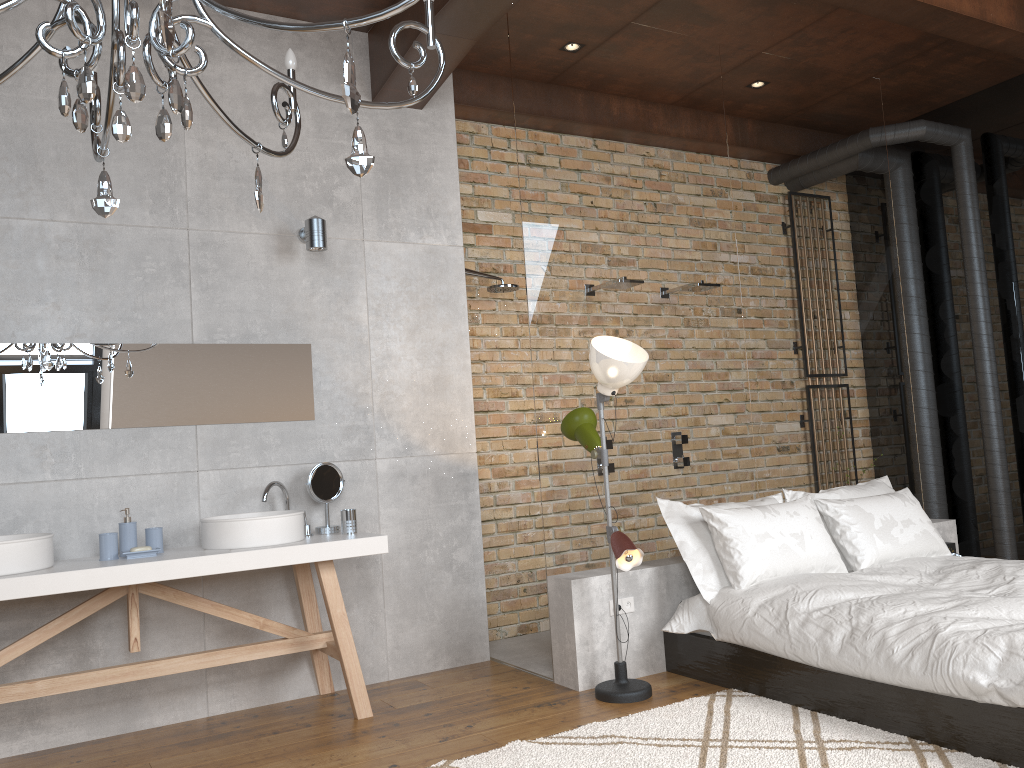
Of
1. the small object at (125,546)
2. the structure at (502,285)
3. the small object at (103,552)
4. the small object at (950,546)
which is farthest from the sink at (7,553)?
the small object at (950,546)

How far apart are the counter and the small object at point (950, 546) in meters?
3.4 m

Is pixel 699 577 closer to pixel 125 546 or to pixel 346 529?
pixel 346 529

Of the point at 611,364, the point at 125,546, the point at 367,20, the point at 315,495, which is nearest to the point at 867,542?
the point at 611,364

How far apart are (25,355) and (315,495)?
1.38m

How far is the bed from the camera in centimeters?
287cm

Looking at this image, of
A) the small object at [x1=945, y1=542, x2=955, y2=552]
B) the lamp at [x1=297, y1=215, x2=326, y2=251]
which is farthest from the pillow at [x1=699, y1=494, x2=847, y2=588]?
the lamp at [x1=297, y1=215, x2=326, y2=251]

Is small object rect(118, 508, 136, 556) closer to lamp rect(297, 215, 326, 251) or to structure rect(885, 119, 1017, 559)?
lamp rect(297, 215, 326, 251)

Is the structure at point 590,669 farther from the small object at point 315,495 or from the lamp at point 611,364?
the small object at point 315,495

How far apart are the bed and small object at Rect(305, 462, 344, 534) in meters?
1.6 m
